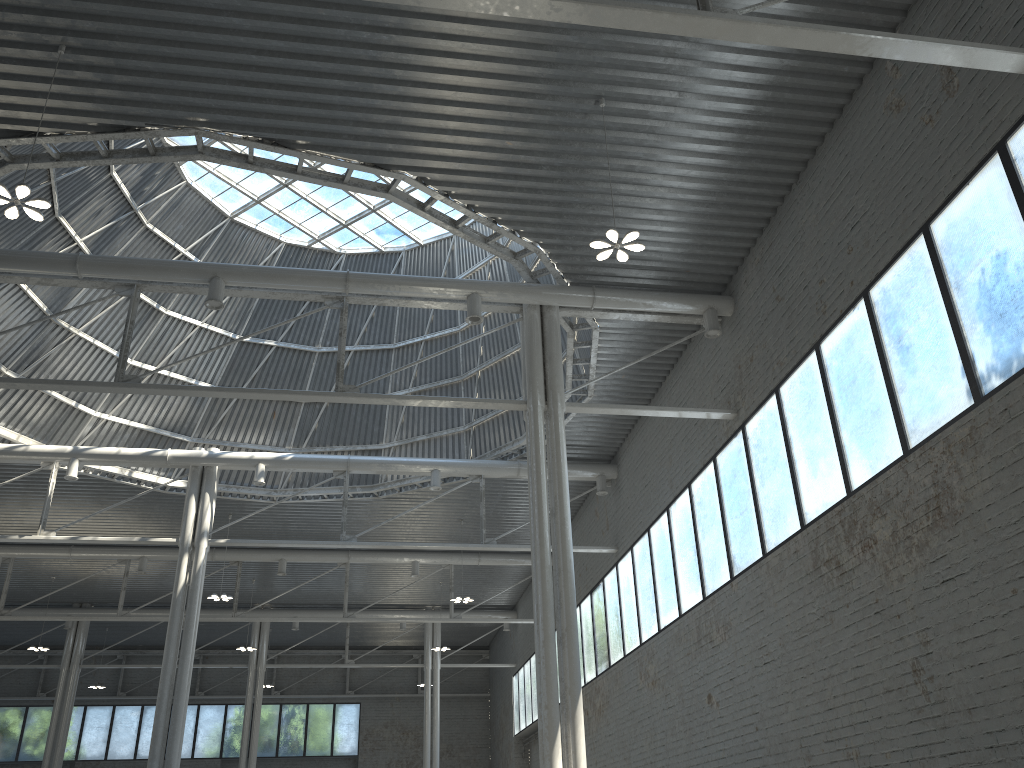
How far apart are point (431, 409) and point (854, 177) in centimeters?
2424cm
